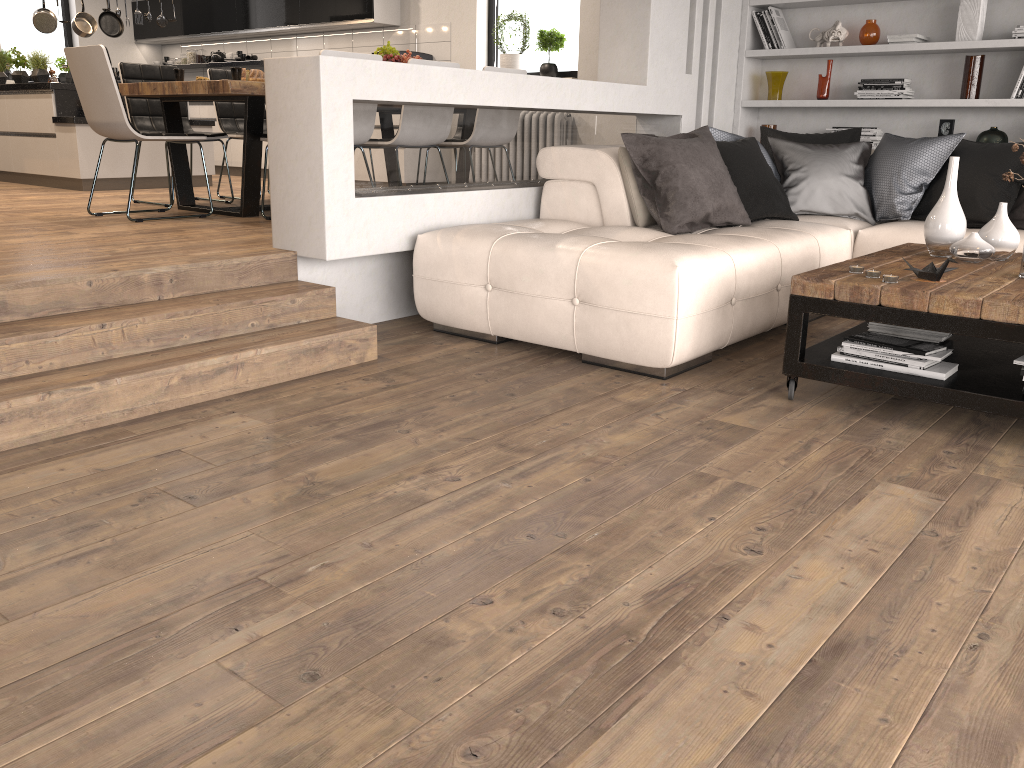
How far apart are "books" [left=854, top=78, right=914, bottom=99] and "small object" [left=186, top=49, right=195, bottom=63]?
7.65m

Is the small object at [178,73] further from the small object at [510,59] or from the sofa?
the small object at [510,59]

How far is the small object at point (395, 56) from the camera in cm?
612

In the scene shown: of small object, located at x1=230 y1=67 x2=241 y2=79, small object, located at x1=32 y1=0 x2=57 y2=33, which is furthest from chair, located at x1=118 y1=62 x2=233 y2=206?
small object, located at x1=32 y1=0 x2=57 y2=33

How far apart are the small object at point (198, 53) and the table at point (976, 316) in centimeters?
876cm

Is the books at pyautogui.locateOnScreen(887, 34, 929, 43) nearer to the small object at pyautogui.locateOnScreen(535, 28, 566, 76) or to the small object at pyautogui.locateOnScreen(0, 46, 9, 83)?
the small object at pyautogui.locateOnScreen(535, 28, 566, 76)

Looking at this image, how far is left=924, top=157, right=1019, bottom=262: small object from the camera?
3.4m

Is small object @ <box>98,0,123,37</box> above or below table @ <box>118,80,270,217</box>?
above

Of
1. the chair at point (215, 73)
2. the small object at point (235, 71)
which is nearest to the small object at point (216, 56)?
the chair at point (215, 73)

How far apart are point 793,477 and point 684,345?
0.95m
